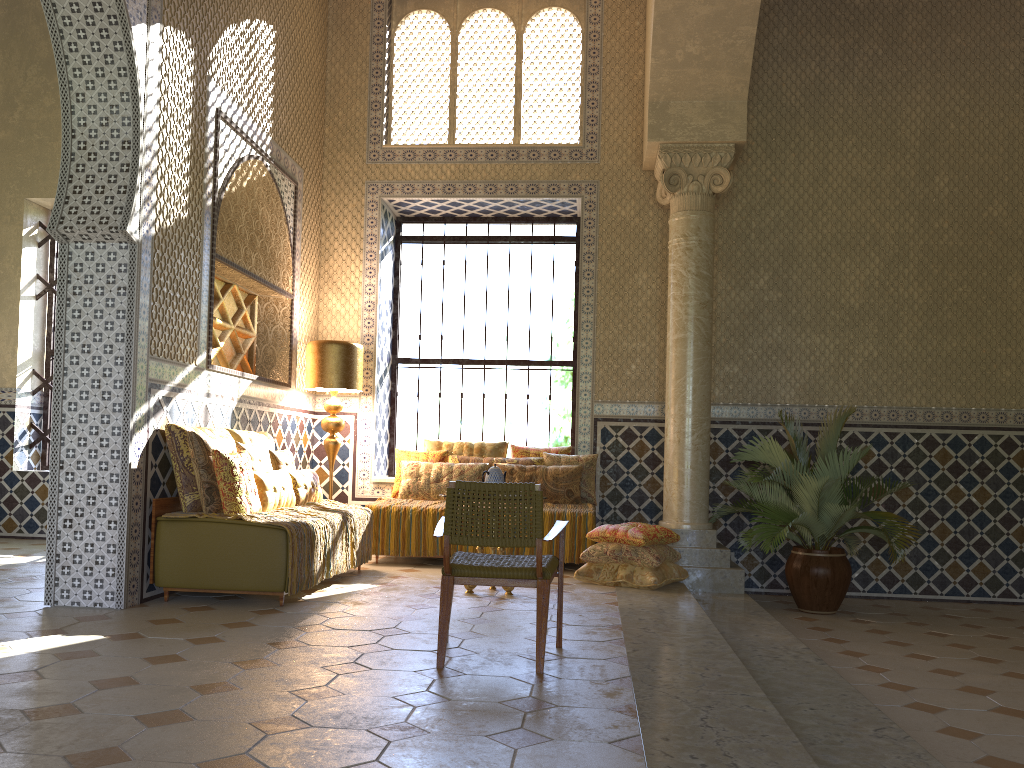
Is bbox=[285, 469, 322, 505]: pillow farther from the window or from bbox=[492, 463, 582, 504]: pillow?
the window

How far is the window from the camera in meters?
13.3 m

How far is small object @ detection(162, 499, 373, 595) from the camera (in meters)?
7.81

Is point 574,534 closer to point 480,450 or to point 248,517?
point 480,450

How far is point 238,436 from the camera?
9.3m

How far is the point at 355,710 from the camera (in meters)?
4.63

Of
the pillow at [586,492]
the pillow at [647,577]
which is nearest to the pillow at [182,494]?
the pillow at [647,577]

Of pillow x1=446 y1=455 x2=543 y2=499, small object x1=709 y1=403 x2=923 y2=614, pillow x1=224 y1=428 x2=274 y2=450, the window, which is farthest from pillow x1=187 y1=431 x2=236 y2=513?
small object x1=709 y1=403 x2=923 y2=614

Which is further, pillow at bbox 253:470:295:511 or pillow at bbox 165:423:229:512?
pillow at bbox 253:470:295:511

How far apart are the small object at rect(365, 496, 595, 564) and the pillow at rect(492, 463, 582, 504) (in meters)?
0.16
